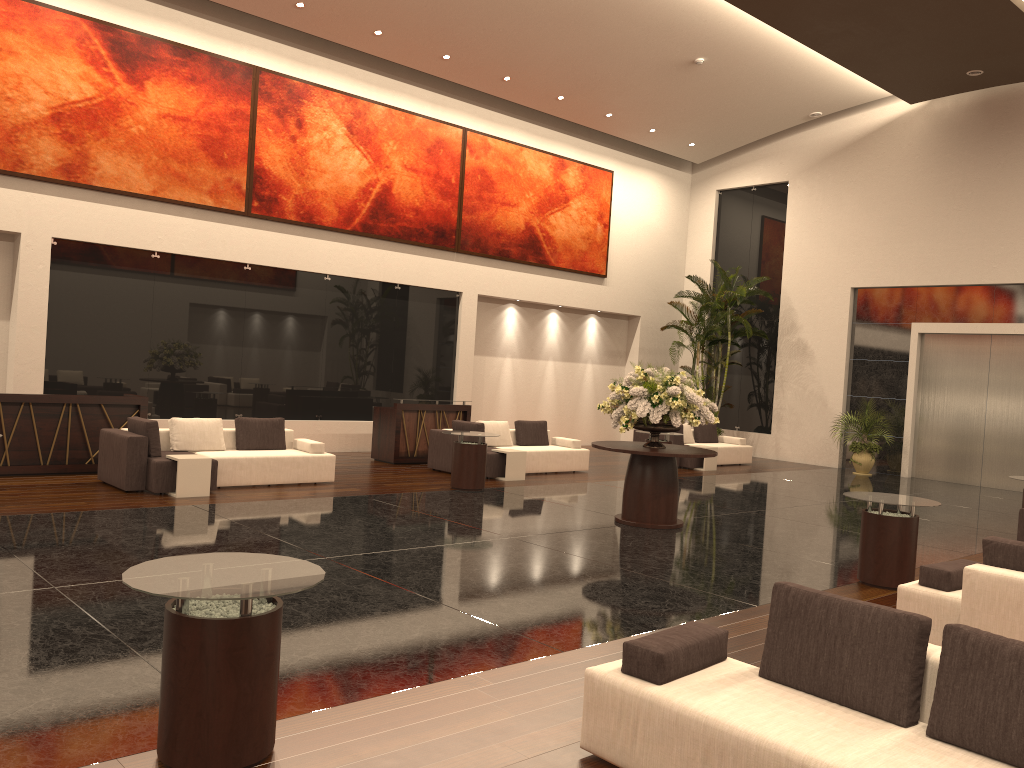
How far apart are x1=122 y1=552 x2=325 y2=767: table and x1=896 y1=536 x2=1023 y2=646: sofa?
4.2 meters

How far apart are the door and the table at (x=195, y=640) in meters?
17.0 m

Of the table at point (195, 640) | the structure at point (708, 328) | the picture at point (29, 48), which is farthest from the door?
the table at point (195, 640)

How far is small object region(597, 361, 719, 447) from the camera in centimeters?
1022cm

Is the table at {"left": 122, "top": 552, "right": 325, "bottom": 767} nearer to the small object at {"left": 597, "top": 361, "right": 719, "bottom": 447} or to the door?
the small object at {"left": 597, "top": 361, "right": 719, "bottom": 447}

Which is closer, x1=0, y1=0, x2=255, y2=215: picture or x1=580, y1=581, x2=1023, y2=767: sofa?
x1=580, y1=581, x2=1023, y2=767: sofa

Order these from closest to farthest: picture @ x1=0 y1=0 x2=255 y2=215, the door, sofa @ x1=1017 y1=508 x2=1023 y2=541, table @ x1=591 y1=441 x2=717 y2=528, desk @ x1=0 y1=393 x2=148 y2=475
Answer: sofa @ x1=1017 y1=508 x2=1023 y2=541 < table @ x1=591 y1=441 x2=717 y2=528 < desk @ x1=0 y1=393 x2=148 y2=475 < picture @ x1=0 y1=0 x2=255 y2=215 < the door

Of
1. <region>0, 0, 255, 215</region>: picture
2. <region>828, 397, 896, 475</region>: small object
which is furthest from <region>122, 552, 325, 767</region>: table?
<region>828, 397, 896, 475</region>: small object

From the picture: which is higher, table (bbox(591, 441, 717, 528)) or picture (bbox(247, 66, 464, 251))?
picture (bbox(247, 66, 464, 251))

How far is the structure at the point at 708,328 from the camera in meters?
20.2 m
